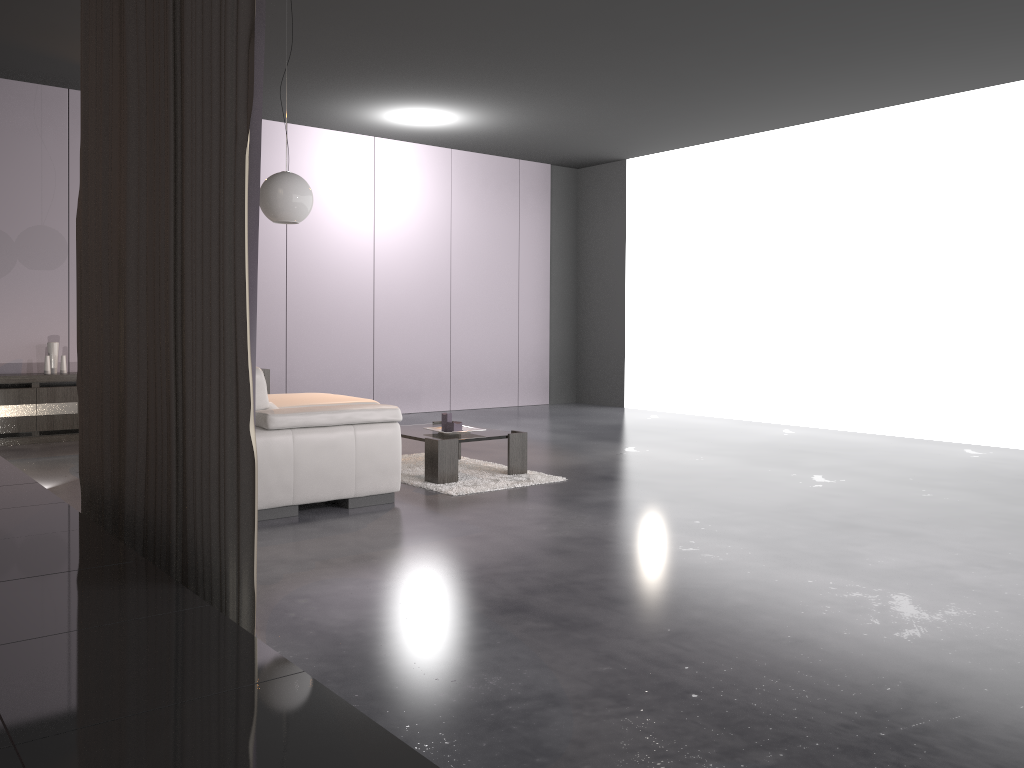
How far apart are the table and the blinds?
2.1 meters

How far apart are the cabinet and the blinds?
3.9 meters

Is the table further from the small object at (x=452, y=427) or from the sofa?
the sofa

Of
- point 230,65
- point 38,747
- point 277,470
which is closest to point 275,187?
point 277,470

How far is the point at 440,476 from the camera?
5.4m

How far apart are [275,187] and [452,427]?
1.9 meters

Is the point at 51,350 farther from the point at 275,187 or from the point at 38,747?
the point at 38,747

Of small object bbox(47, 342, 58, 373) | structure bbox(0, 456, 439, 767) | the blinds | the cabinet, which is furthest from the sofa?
small object bbox(47, 342, 58, 373)

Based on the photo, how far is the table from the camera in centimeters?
541cm

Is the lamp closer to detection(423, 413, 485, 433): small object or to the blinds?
the blinds
